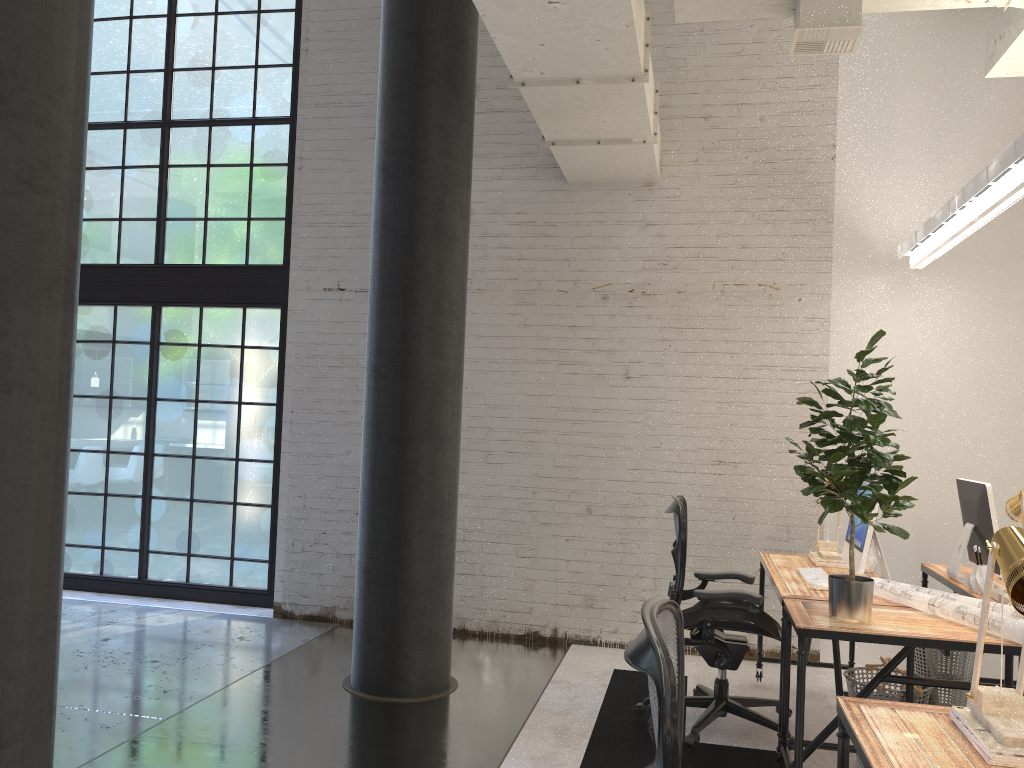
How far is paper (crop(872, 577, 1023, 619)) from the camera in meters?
3.2 m

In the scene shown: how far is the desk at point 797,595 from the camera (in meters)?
3.70

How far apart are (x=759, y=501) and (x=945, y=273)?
1.78m

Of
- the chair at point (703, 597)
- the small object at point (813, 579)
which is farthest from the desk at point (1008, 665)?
the chair at point (703, 597)

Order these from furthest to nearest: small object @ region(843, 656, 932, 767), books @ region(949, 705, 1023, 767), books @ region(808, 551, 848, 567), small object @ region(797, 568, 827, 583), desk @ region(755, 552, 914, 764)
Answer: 1. books @ region(808, 551, 848, 567)
2. small object @ region(797, 568, 827, 583)
3. desk @ region(755, 552, 914, 764)
4. small object @ region(843, 656, 932, 767)
5. books @ region(949, 705, 1023, 767)

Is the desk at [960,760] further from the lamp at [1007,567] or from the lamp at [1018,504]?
the lamp at [1018,504]

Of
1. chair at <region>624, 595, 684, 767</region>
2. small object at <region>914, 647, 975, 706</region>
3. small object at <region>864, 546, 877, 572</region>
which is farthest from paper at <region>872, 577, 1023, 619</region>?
chair at <region>624, 595, 684, 767</region>

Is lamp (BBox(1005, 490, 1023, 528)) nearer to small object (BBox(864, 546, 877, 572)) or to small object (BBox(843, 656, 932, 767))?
small object (BBox(864, 546, 877, 572))

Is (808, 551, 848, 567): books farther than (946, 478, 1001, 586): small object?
Yes

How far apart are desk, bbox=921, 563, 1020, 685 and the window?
4.3m
